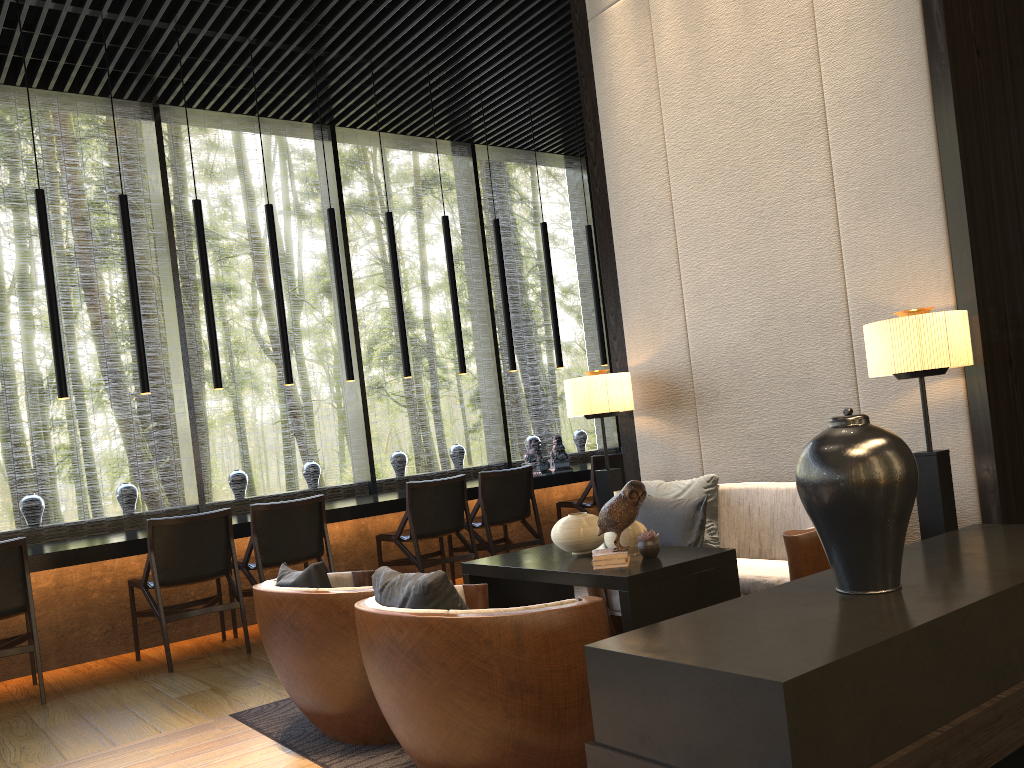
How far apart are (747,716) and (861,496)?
0.8 meters

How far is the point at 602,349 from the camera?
7.95m

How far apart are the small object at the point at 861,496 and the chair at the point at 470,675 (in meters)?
0.63

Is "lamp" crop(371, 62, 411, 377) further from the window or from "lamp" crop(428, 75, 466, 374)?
the window

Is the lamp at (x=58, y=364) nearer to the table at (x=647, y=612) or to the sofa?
the table at (x=647, y=612)

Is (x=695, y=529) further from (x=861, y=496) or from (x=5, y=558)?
(x=5, y=558)

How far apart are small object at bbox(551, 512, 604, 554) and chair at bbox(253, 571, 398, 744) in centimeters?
79cm

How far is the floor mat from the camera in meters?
3.0

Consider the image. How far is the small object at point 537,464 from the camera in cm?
702

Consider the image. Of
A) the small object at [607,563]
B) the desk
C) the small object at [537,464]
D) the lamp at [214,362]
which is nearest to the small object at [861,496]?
the small object at [607,563]
